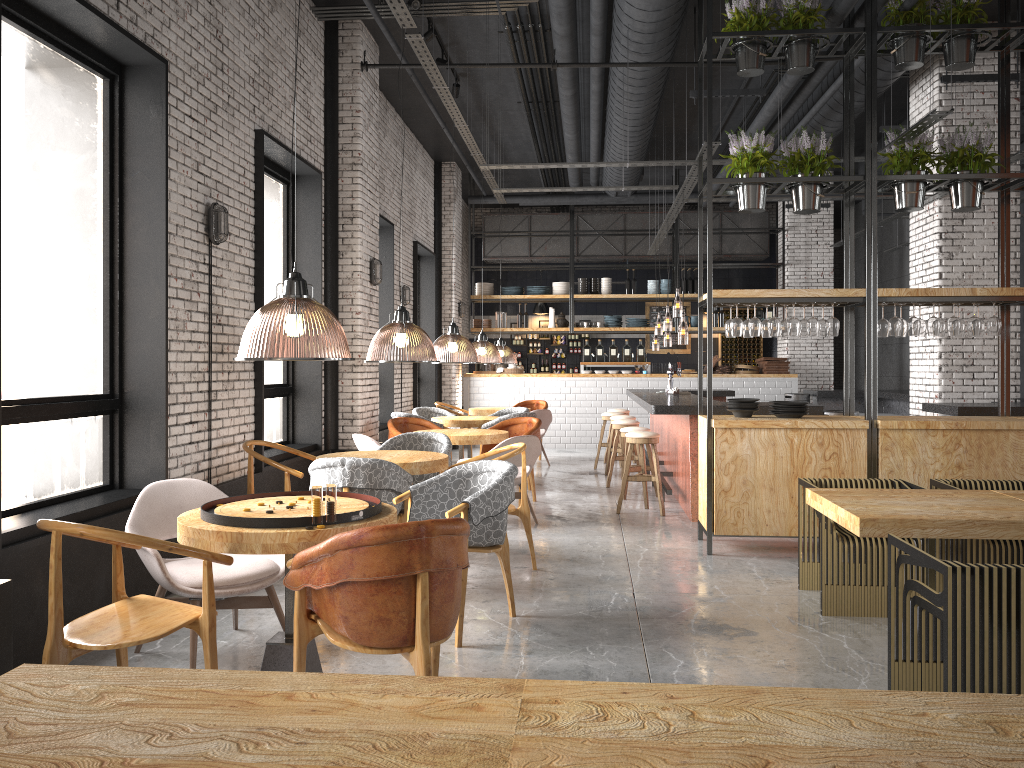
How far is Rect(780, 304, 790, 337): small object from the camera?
7.11m

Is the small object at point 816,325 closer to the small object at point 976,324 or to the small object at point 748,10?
the small object at point 976,324

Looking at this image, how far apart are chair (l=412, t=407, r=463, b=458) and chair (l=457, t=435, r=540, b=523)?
3.6m

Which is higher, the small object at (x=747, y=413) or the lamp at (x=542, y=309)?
the lamp at (x=542, y=309)

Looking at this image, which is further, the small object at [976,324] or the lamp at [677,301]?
the lamp at [677,301]

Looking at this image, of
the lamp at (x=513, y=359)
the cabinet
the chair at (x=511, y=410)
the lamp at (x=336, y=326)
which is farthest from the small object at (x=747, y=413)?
the cabinet

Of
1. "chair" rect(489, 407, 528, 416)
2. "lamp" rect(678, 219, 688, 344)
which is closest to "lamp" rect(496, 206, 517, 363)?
"chair" rect(489, 407, 528, 416)

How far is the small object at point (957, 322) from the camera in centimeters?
671cm

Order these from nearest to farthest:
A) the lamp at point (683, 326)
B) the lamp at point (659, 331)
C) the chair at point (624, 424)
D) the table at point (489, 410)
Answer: the chair at point (624, 424)
the lamp at point (683, 326)
the table at point (489, 410)
the lamp at point (659, 331)

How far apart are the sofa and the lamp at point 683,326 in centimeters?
606cm
